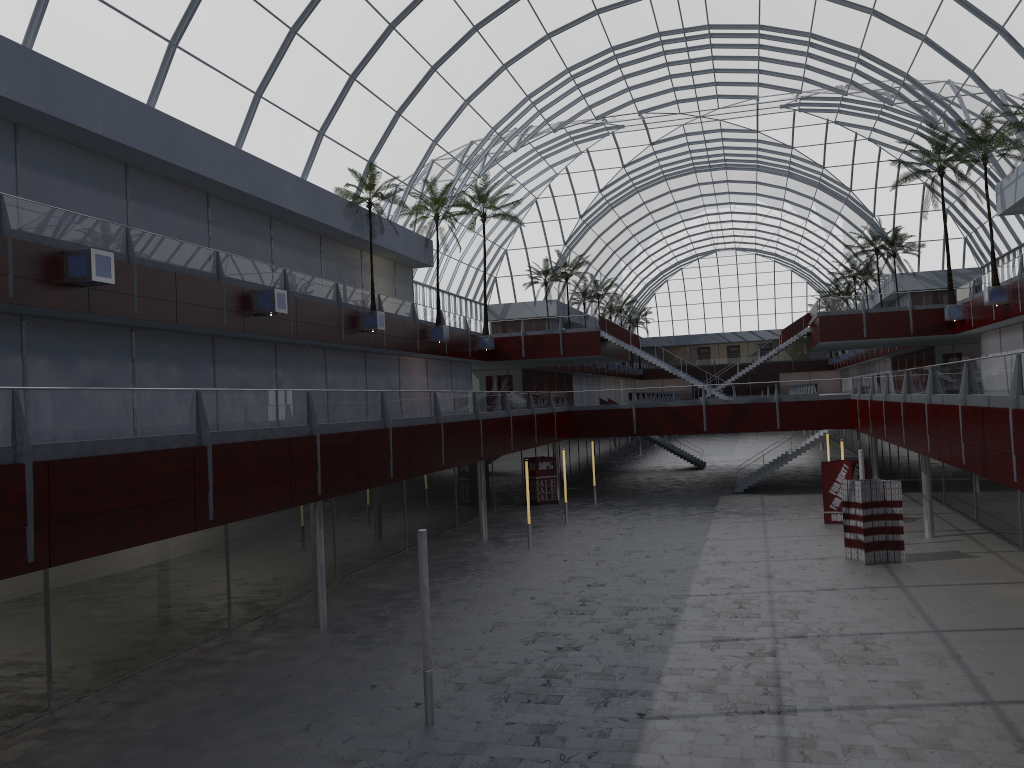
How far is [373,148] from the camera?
Result: 49.63m
